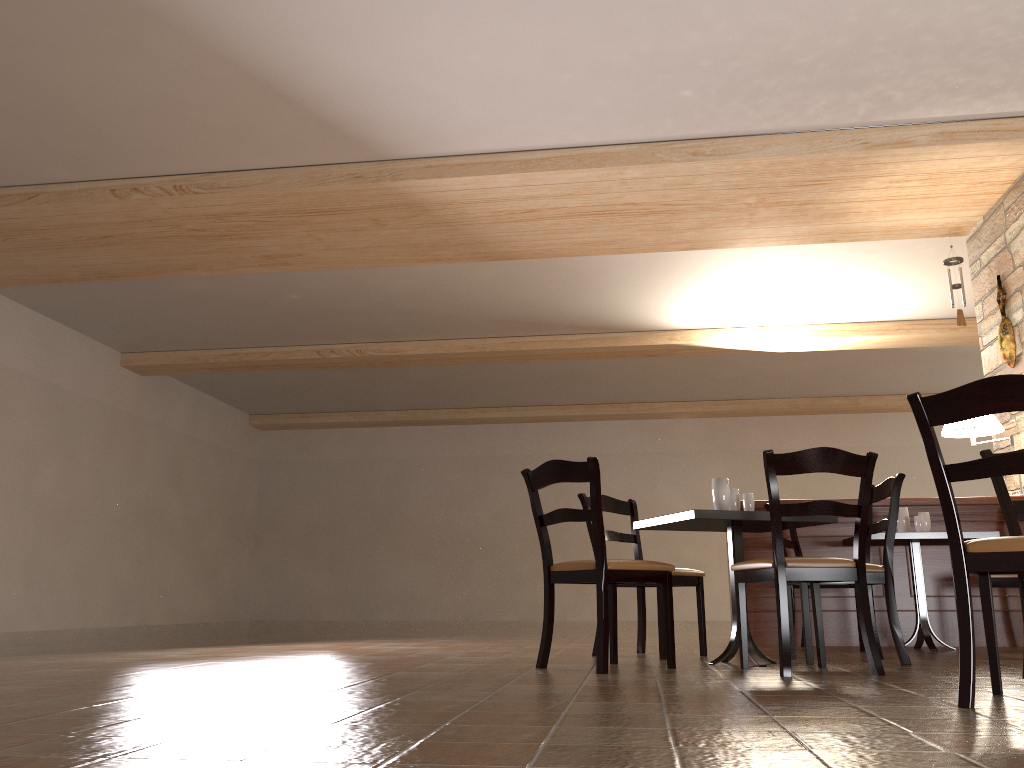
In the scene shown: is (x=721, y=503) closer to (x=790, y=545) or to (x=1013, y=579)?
(x=790, y=545)

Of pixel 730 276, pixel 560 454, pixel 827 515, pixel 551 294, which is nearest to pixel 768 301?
pixel 730 276

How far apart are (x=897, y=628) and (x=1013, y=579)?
1.5 meters

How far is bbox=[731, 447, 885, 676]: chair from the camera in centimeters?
338cm

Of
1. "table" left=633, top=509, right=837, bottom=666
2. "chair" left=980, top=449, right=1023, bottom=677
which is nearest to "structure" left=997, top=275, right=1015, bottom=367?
"table" left=633, top=509, right=837, bottom=666

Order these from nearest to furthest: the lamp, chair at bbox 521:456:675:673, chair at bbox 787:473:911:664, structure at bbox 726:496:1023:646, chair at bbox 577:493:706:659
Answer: chair at bbox 521:456:675:673, chair at bbox 787:473:911:664, chair at bbox 577:493:706:659, structure at bbox 726:496:1023:646, the lamp

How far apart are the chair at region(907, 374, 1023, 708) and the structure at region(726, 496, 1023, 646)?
3.0m

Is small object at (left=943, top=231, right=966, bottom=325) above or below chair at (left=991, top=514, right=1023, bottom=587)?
above

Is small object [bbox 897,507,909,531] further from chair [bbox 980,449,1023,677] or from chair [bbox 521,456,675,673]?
chair [bbox 521,456,675,673]

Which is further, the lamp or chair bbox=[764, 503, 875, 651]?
the lamp
